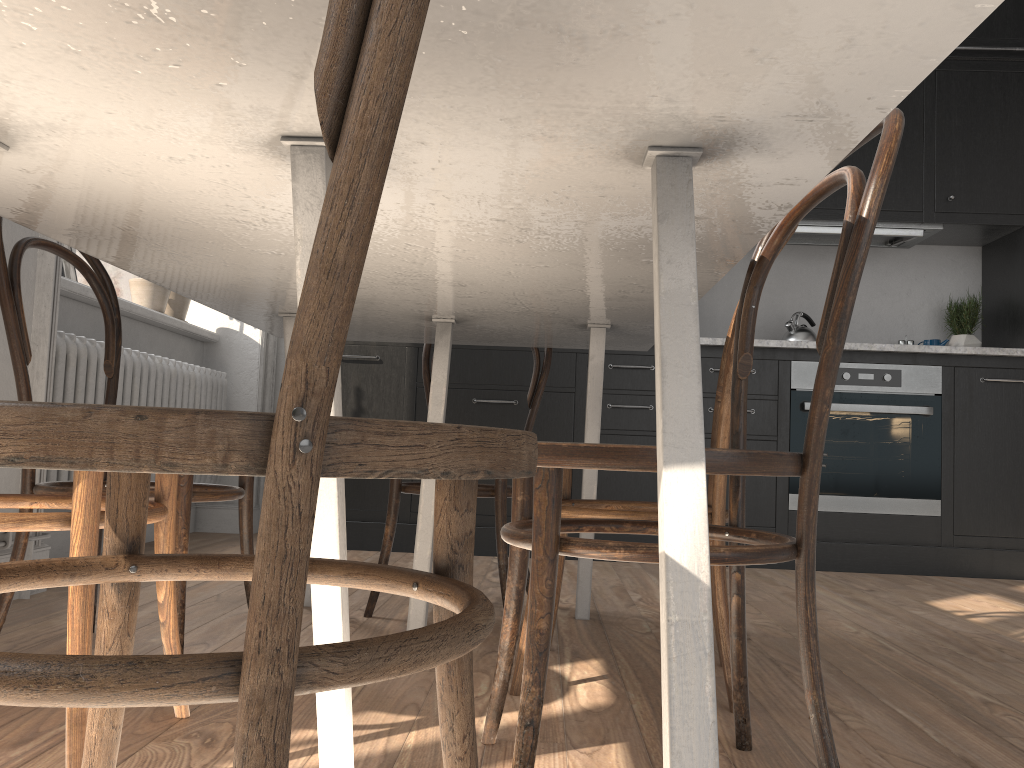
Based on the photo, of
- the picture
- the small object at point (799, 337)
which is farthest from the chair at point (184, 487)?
the small object at point (799, 337)

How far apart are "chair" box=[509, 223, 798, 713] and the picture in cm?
213

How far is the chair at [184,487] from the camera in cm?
162

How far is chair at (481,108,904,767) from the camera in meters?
→ 1.0

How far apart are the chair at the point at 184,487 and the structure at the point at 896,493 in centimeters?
248cm

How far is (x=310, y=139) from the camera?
0.9m

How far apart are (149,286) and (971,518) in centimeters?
358cm

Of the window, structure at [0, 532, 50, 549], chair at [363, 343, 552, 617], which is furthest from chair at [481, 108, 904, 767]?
the window

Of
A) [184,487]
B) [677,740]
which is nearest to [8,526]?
[184,487]

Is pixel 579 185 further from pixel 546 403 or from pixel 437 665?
pixel 546 403
